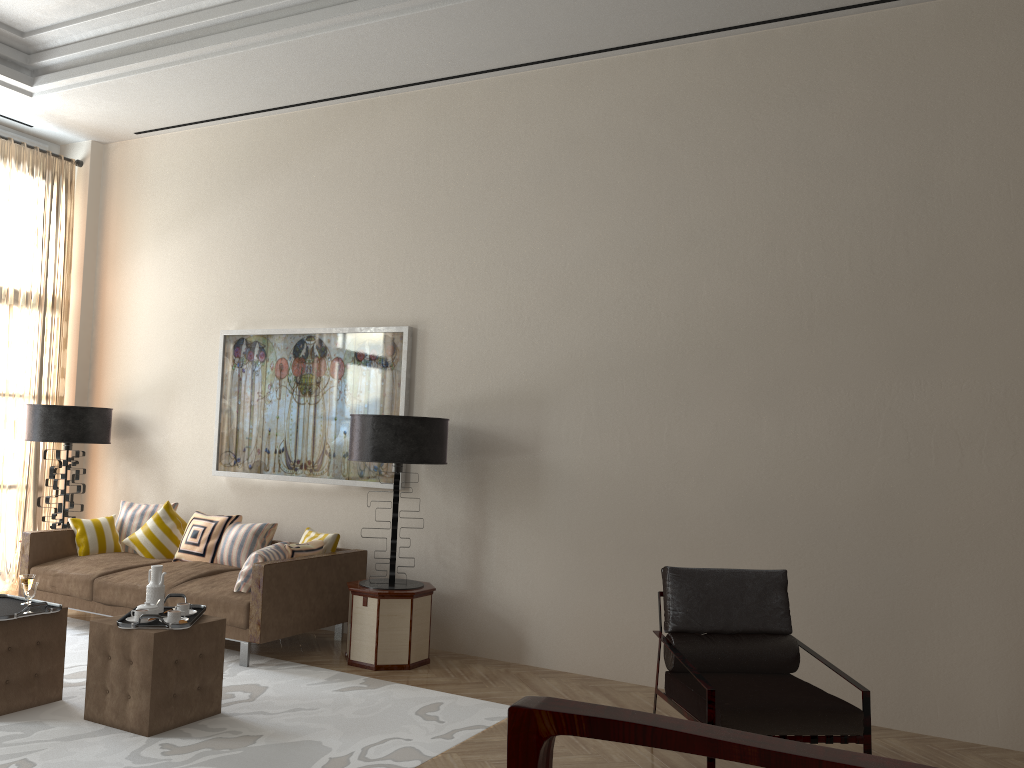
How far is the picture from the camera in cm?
815

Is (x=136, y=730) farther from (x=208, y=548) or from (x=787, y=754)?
(x=787, y=754)

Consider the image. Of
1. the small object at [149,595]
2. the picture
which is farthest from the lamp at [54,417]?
the small object at [149,595]

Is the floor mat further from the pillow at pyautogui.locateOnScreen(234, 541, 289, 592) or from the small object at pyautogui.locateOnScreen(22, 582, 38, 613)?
the small object at pyautogui.locateOnScreen(22, 582, 38, 613)

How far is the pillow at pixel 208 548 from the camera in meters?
8.2 m

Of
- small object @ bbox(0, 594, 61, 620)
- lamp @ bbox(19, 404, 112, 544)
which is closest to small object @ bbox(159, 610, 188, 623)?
small object @ bbox(0, 594, 61, 620)

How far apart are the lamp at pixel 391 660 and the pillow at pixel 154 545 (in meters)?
2.33

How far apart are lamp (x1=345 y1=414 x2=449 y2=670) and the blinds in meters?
4.5

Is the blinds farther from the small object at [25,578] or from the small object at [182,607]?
the small object at [182,607]

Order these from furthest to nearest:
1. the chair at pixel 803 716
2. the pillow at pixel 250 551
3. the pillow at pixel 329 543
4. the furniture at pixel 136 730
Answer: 1. the pillow at pixel 250 551
2. the pillow at pixel 329 543
3. the furniture at pixel 136 730
4. the chair at pixel 803 716
